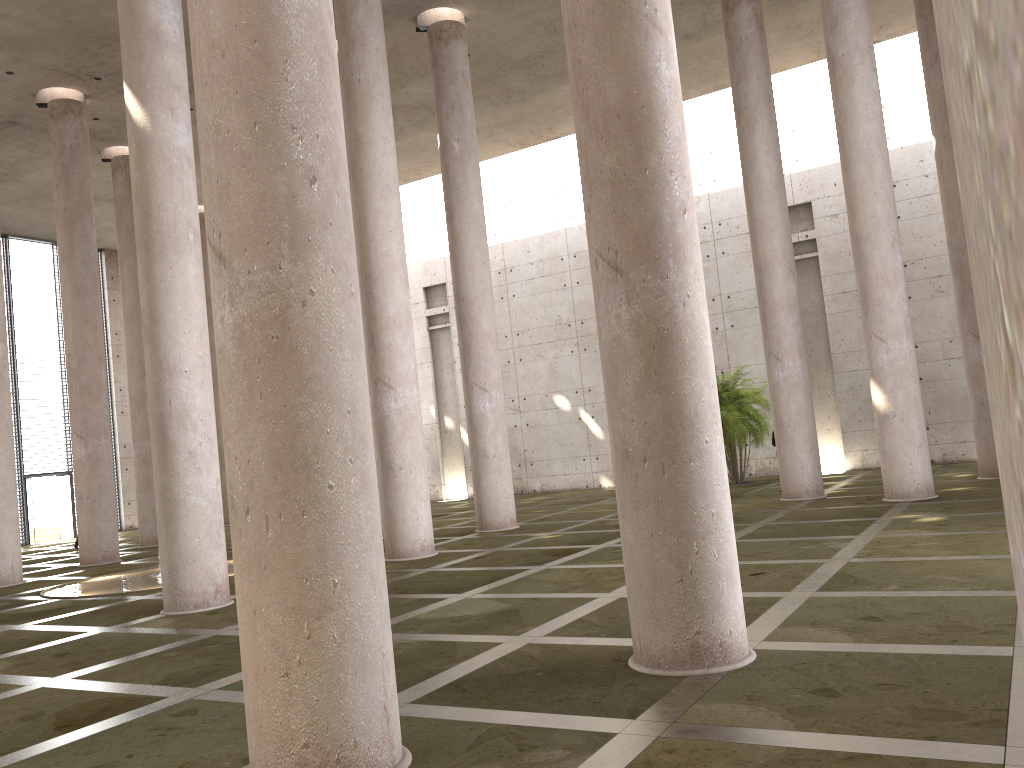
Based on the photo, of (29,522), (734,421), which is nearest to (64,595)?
(734,421)

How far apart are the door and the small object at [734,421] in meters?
22.3 m

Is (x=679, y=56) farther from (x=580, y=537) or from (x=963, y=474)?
(x=580, y=537)

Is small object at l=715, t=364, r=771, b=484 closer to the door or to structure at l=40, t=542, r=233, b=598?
structure at l=40, t=542, r=233, b=598

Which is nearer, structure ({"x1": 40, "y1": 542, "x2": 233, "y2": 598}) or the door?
structure ({"x1": 40, "y1": 542, "x2": 233, "y2": 598})

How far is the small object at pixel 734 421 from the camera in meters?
22.4 m

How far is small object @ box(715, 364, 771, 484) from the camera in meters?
22.4

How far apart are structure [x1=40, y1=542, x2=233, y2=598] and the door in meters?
15.4

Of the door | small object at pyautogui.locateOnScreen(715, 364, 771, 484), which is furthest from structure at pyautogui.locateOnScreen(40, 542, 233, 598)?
the door

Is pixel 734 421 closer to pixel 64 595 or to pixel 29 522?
pixel 64 595
